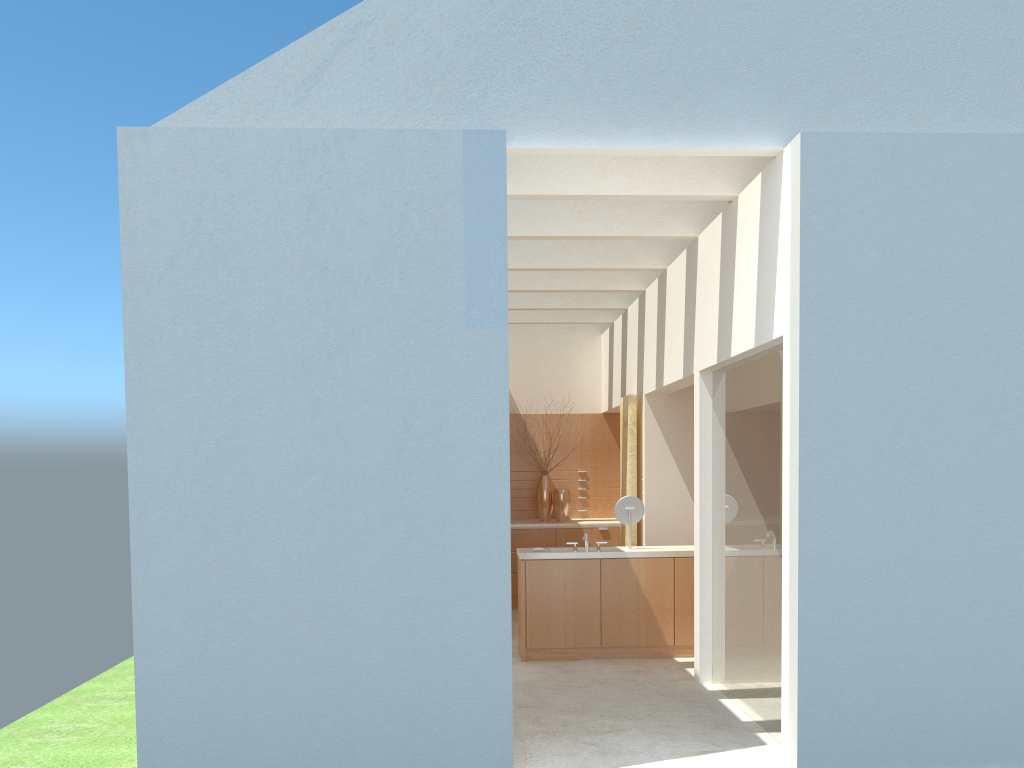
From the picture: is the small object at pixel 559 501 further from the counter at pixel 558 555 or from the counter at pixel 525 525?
the counter at pixel 558 555

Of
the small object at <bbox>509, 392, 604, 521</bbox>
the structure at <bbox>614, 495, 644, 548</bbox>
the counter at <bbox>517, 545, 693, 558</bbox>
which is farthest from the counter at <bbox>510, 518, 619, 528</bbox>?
the structure at <bbox>614, 495, 644, 548</bbox>

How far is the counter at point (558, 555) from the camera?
17.9m

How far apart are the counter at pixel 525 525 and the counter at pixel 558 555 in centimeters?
570cm

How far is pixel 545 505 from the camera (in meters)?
25.74

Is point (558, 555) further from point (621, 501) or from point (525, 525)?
point (525, 525)

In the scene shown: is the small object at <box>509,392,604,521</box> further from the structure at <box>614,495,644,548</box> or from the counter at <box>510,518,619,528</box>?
the structure at <box>614,495,644,548</box>

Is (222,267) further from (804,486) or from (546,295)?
(546,295)

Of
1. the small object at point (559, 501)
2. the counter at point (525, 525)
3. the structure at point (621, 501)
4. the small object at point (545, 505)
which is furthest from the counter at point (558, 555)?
the small object at point (545, 505)

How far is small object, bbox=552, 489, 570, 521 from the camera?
25.44m
